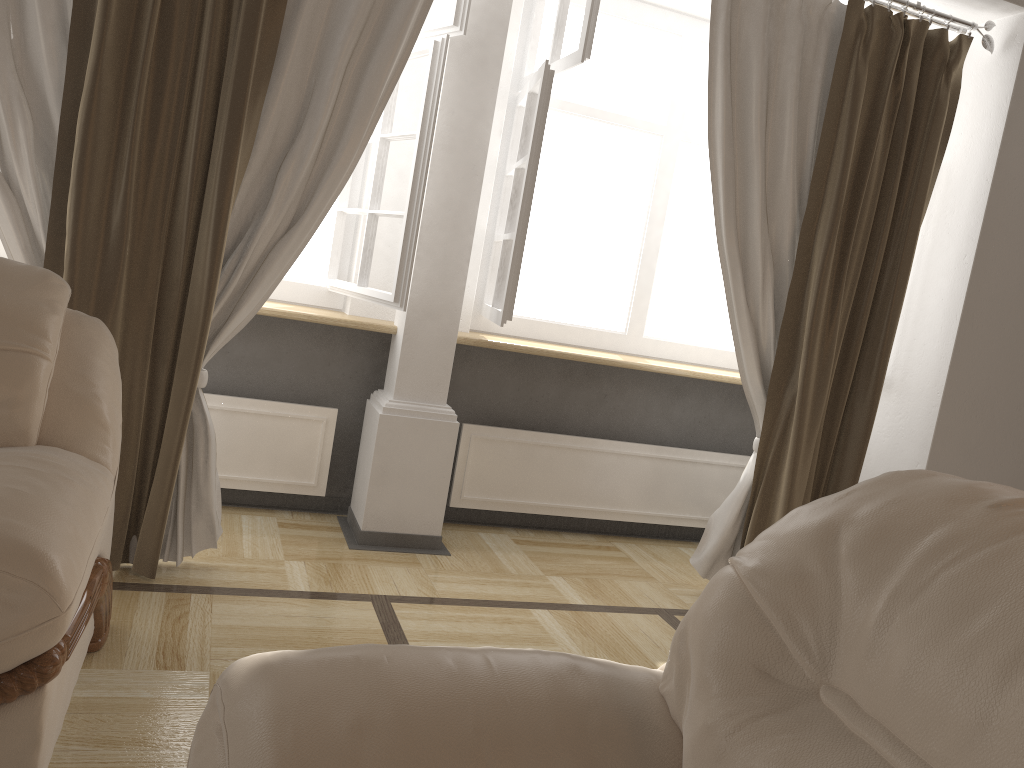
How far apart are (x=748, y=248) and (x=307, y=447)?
1.81m

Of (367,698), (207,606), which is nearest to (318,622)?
(207,606)

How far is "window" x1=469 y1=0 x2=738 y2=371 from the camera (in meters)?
3.08

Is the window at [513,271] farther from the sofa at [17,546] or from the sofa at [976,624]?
the sofa at [976,624]

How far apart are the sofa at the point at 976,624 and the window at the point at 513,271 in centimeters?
192cm

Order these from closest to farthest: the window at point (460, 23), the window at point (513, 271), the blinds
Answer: the blinds
the window at point (460, 23)
the window at point (513, 271)

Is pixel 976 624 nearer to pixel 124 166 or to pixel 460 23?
pixel 124 166

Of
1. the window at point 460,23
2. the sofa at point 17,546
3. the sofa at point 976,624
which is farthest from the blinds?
the sofa at point 976,624

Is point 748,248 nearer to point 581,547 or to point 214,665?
point 581,547

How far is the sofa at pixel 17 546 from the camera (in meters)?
1.34
